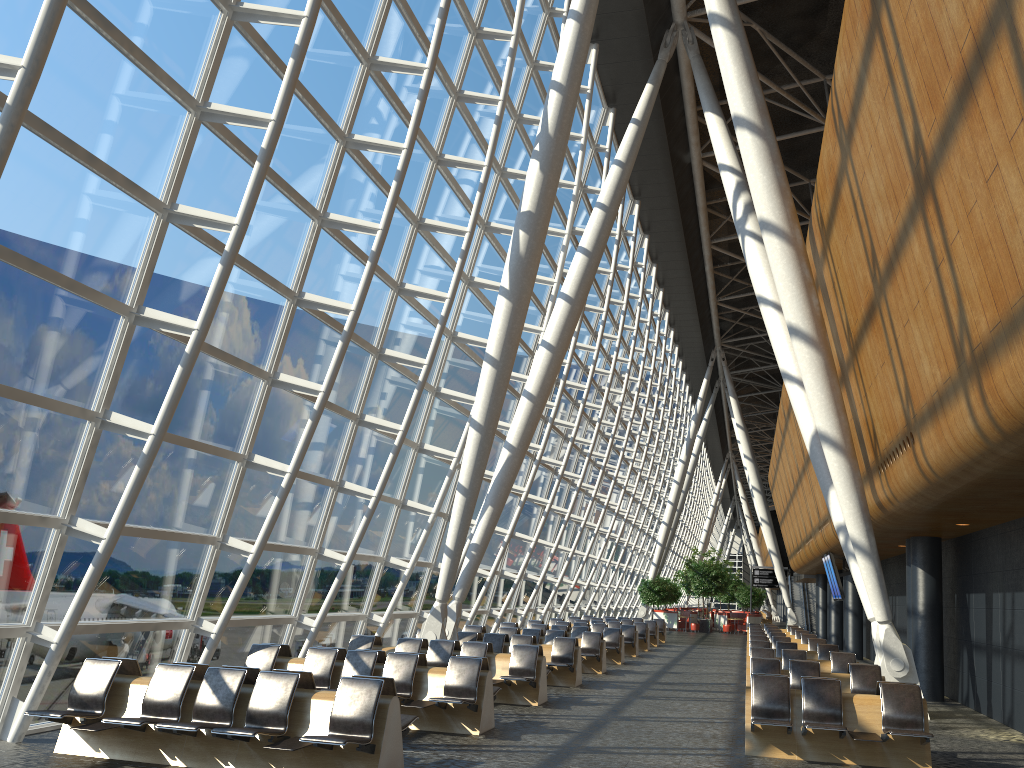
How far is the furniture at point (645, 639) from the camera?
26.9m

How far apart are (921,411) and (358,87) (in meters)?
8.38

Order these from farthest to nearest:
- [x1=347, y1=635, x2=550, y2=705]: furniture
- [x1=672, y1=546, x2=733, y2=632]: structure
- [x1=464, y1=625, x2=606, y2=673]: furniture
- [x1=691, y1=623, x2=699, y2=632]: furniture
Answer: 1. [x1=672, y1=546, x2=733, y2=632]: structure
2. [x1=691, y1=623, x2=699, y2=632]: furniture
3. [x1=464, y1=625, x2=606, y2=673]: furniture
4. [x1=347, y1=635, x2=550, y2=705]: furniture

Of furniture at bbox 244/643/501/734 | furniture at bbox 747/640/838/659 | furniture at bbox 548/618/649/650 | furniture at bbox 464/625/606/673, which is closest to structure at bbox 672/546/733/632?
furniture at bbox 548/618/649/650

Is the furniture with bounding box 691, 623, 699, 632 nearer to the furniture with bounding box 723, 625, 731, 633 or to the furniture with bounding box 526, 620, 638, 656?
the furniture with bounding box 723, 625, 731, 633

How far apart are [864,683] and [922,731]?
3.02m

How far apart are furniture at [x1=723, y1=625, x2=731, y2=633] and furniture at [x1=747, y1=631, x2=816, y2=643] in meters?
21.0 m

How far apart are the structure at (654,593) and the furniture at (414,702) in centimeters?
3406cm

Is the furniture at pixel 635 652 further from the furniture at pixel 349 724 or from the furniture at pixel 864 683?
the furniture at pixel 349 724

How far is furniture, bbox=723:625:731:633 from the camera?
43.5 meters
